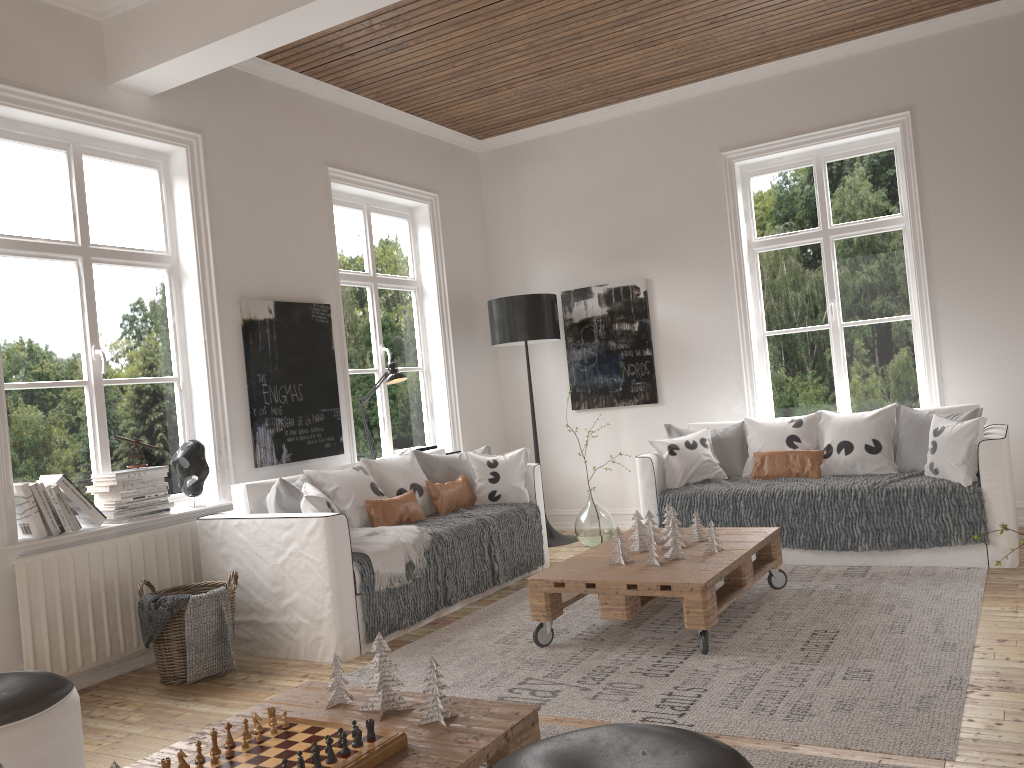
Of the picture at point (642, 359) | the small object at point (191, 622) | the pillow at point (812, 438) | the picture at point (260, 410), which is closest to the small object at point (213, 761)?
the small object at point (191, 622)

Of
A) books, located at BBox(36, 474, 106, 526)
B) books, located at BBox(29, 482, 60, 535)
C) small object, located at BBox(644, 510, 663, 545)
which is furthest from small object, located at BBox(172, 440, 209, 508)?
small object, located at BBox(644, 510, 663, 545)

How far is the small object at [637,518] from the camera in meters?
4.1 m

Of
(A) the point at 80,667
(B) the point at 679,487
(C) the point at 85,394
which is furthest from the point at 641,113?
(A) the point at 80,667

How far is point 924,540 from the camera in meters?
4.5 m

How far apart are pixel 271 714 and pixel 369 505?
2.5m

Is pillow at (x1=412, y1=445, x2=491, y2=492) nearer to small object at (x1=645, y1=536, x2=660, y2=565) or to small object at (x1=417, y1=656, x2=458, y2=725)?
small object at (x1=645, y1=536, x2=660, y2=565)

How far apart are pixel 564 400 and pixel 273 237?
2.7m

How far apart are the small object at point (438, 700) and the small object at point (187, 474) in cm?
259

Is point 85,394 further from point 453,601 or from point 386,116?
point 386,116
